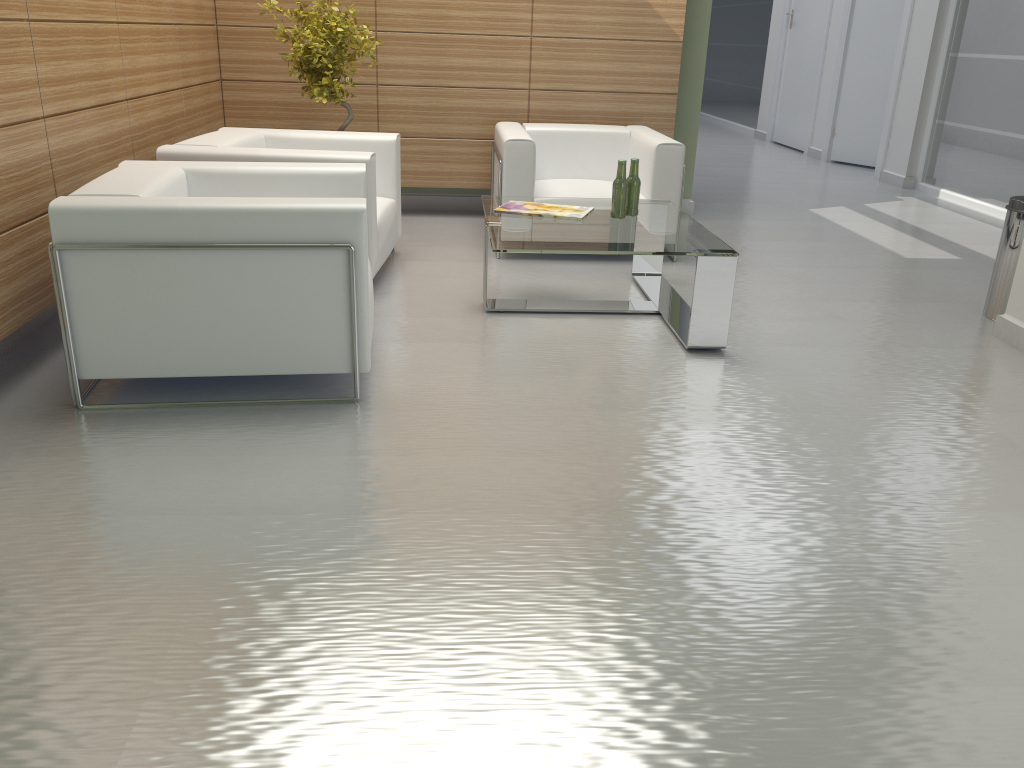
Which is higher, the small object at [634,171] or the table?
the small object at [634,171]

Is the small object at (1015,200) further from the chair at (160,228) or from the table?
the chair at (160,228)

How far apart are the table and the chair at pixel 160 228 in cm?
91

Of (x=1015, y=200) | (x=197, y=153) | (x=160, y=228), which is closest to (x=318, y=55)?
(x=197, y=153)

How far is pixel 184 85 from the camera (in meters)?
8.87

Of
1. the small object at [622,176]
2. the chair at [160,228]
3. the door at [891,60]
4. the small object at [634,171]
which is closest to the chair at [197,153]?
the chair at [160,228]

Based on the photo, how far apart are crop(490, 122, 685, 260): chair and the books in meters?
1.1

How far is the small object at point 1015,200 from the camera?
7.4 meters

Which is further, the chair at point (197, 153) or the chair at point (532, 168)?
the chair at point (532, 168)

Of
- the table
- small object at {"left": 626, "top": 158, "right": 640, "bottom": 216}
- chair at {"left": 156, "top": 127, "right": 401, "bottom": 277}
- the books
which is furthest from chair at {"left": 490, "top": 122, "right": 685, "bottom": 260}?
small object at {"left": 626, "top": 158, "right": 640, "bottom": 216}
